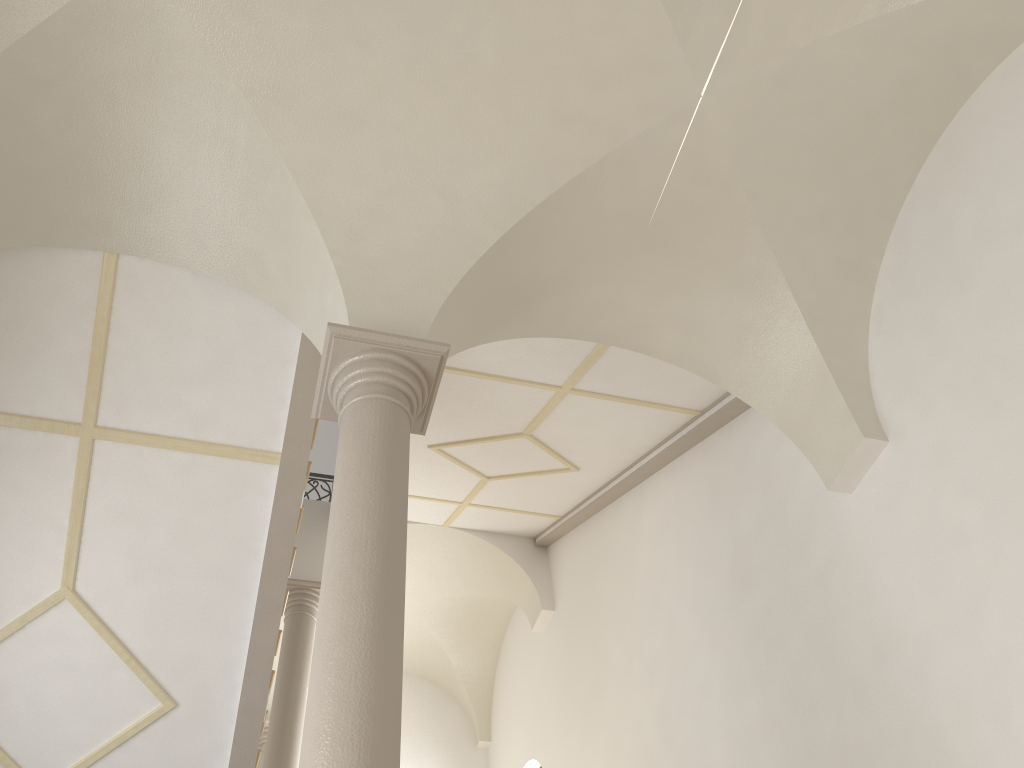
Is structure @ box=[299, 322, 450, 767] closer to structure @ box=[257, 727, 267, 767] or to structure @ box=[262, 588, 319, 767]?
structure @ box=[262, 588, 319, 767]

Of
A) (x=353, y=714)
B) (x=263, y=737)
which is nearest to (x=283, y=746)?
(x=263, y=737)

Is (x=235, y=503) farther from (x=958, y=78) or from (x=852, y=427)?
(x=958, y=78)

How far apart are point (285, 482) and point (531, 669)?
7.3m

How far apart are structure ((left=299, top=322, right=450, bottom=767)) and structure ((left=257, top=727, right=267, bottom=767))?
9.6m

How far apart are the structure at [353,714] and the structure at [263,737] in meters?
9.6 m

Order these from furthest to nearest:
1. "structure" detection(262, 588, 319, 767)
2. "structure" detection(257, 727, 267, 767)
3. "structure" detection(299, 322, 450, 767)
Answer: "structure" detection(257, 727, 267, 767) < "structure" detection(262, 588, 319, 767) < "structure" detection(299, 322, 450, 767)

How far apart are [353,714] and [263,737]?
10.9m

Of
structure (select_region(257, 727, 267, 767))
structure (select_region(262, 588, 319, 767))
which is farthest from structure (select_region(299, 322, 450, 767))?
structure (select_region(257, 727, 267, 767))

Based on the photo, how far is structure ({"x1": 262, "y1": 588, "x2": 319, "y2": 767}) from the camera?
9.62m
